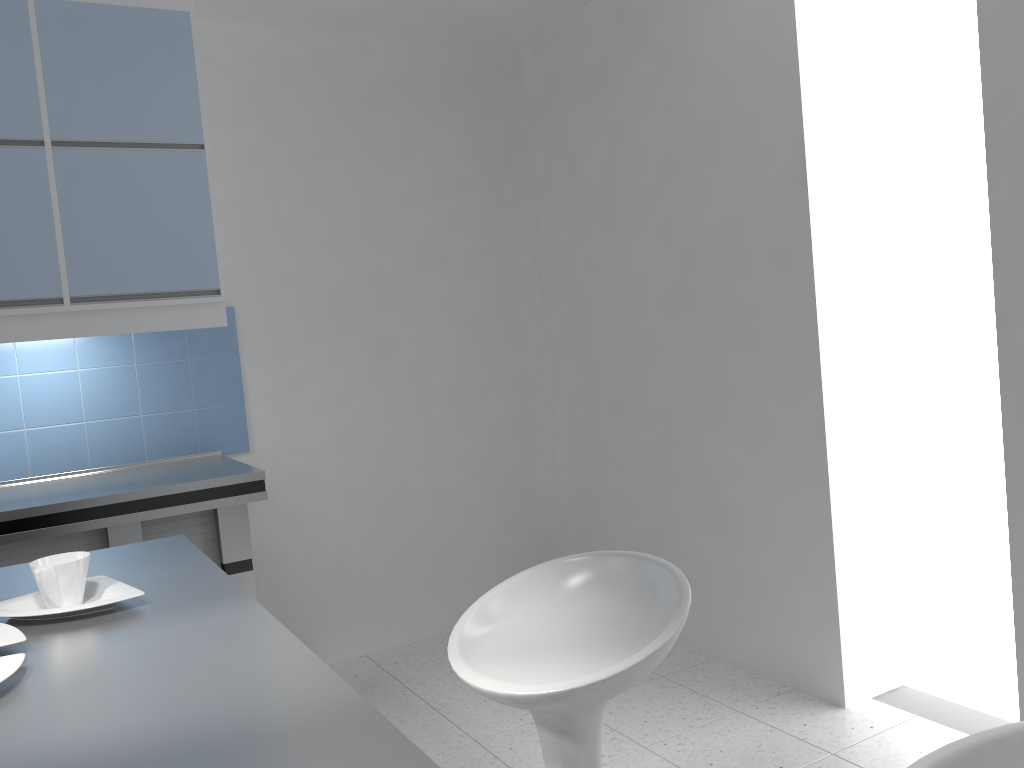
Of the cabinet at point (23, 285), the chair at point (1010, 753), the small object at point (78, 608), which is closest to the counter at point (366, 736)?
the small object at point (78, 608)

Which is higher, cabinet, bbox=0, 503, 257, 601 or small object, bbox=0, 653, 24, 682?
small object, bbox=0, 653, 24, 682

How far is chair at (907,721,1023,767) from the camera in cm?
98

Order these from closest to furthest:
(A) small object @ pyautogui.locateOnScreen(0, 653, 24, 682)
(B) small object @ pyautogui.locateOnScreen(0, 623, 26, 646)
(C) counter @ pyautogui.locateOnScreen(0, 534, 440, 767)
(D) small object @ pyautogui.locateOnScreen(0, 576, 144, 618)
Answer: (C) counter @ pyautogui.locateOnScreen(0, 534, 440, 767) < (A) small object @ pyautogui.locateOnScreen(0, 653, 24, 682) < (B) small object @ pyautogui.locateOnScreen(0, 623, 26, 646) < (D) small object @ pyautogui.locateOnScreen(0, 576, 144, 618)

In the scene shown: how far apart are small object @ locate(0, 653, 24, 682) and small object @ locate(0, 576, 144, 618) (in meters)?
0.21

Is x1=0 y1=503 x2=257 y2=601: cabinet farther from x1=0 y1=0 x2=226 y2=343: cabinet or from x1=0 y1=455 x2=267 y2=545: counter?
x1=0 y1=0 x2=226 y2=343: cabinet

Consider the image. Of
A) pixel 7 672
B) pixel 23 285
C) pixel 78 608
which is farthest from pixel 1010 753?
pixel 23 285

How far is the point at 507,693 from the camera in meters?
1.4 m

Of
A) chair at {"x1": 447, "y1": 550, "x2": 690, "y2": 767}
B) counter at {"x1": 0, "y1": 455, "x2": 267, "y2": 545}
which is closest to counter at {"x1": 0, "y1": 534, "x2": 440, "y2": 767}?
chair at {"x1": 447, "y1": 550, "x2": 690, "y2": 767}

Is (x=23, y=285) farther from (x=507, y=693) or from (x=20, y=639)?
(x=507, y=693)
